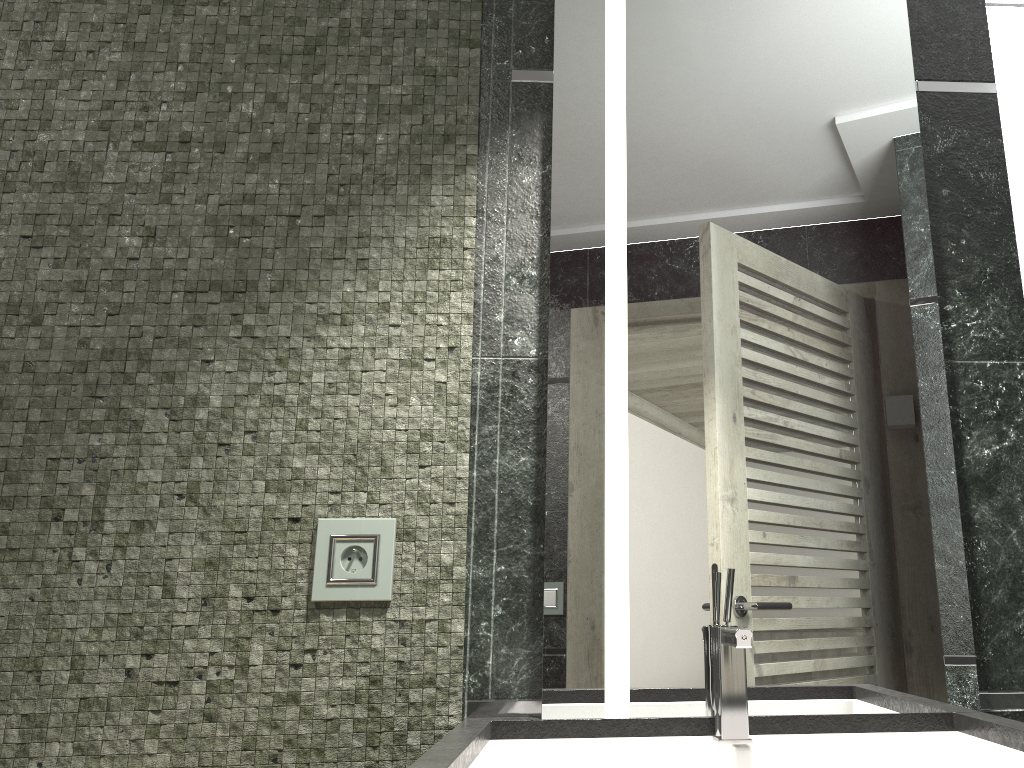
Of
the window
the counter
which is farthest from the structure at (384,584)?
the window

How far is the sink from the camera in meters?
1.2

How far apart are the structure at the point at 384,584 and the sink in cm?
28

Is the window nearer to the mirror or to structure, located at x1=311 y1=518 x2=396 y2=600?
the mirror

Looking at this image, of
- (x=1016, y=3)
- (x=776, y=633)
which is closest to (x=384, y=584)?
(x=776, y=633)

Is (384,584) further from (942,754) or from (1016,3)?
(1016,3)

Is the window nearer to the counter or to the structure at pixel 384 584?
the counter

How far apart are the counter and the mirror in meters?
0.0 m

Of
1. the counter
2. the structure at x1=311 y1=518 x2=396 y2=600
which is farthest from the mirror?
the structure at x1=311 y1=518 x2=396 y2=600

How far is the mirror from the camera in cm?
133
